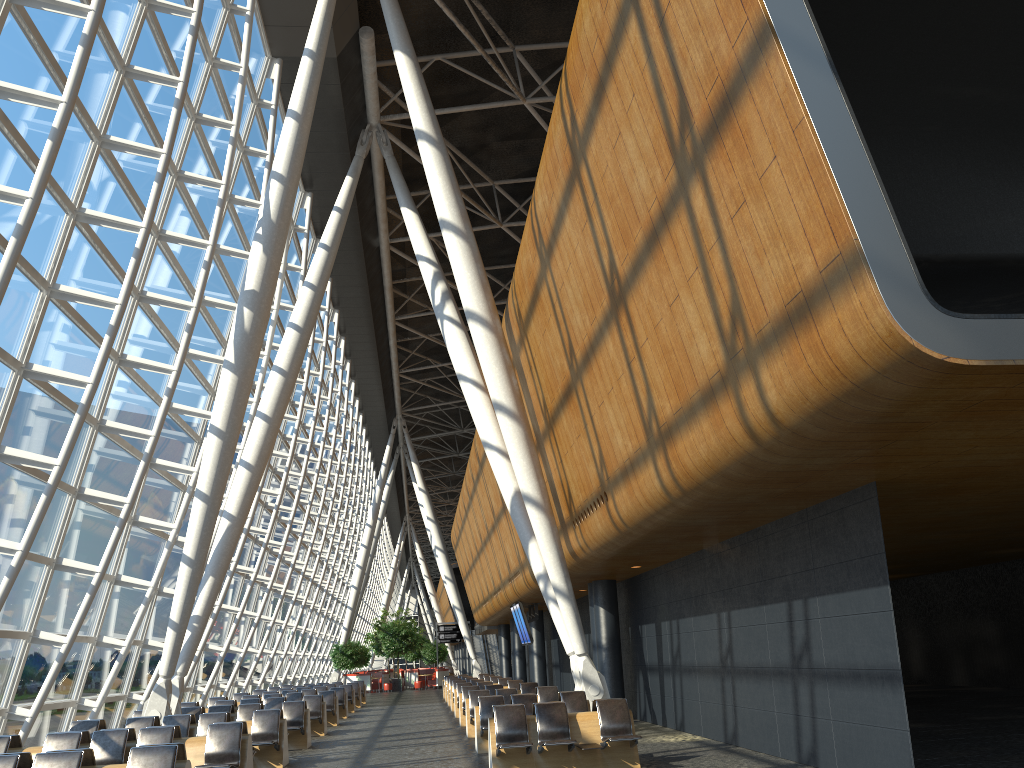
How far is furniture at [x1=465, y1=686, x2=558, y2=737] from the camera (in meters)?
16.49

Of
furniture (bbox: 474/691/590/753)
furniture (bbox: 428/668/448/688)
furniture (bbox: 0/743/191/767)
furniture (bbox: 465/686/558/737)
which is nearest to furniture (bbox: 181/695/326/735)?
furniture (bbox: 465/686/558/737)

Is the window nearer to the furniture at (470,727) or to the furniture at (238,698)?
the furniture at (238,698)

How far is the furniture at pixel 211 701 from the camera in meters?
21.6 m

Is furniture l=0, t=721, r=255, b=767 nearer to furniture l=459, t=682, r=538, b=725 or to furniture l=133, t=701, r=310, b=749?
furniture l=133, t=701, r=310, b=749

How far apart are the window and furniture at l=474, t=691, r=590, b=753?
6.7 meters

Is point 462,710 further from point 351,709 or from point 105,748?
point 105,748

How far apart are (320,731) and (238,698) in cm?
677

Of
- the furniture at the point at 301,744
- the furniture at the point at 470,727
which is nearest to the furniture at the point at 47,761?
the furniture at the point at 301,744

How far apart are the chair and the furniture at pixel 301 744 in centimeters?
3105cm
